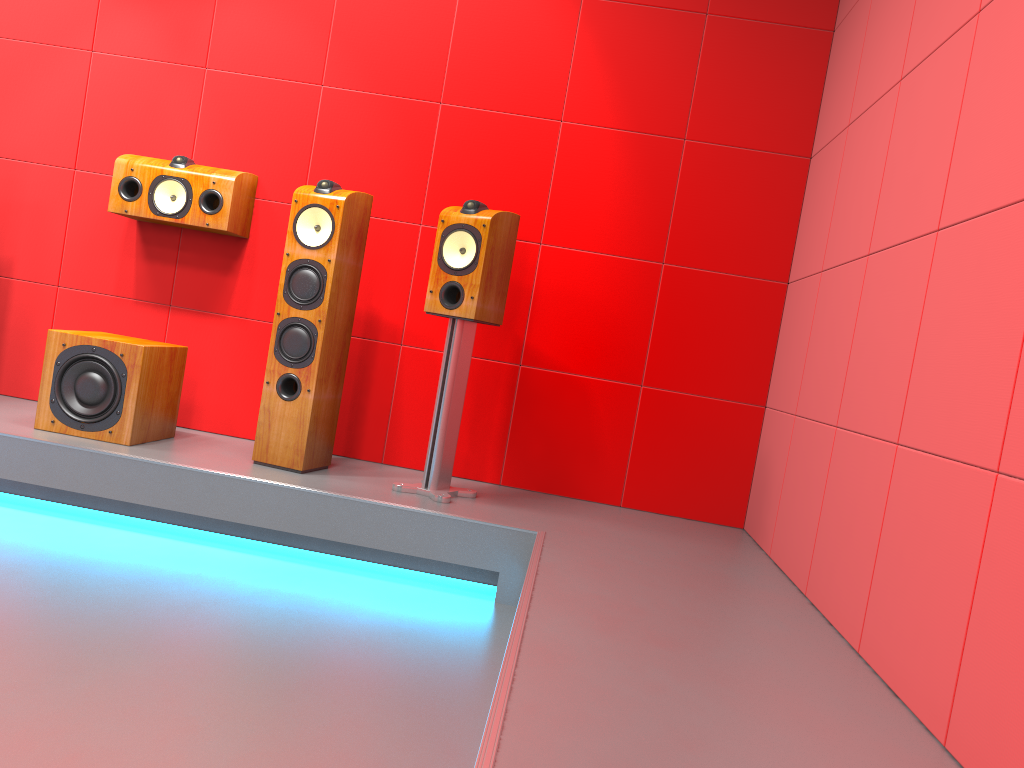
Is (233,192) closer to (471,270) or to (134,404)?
(134,404)

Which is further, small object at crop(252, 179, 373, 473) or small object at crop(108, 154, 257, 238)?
small object at crop(108, 154, 257, 238)

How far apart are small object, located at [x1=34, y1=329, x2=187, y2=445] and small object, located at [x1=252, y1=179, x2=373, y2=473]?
0.42m

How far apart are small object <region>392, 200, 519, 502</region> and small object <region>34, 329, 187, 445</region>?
1.0 meters

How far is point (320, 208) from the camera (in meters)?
3.13

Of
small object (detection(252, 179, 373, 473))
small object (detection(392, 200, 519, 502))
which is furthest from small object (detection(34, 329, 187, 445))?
small object (detection(392, 200, 519, 502))

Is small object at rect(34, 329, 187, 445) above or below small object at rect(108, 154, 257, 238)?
below

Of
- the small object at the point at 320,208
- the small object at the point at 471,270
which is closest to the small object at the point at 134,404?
the small object at the point at 320,208

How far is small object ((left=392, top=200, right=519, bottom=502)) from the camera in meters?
3.1 m

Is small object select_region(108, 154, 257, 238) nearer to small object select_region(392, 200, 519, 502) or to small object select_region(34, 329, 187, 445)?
small object select_region(34, 329, 187, 445)
